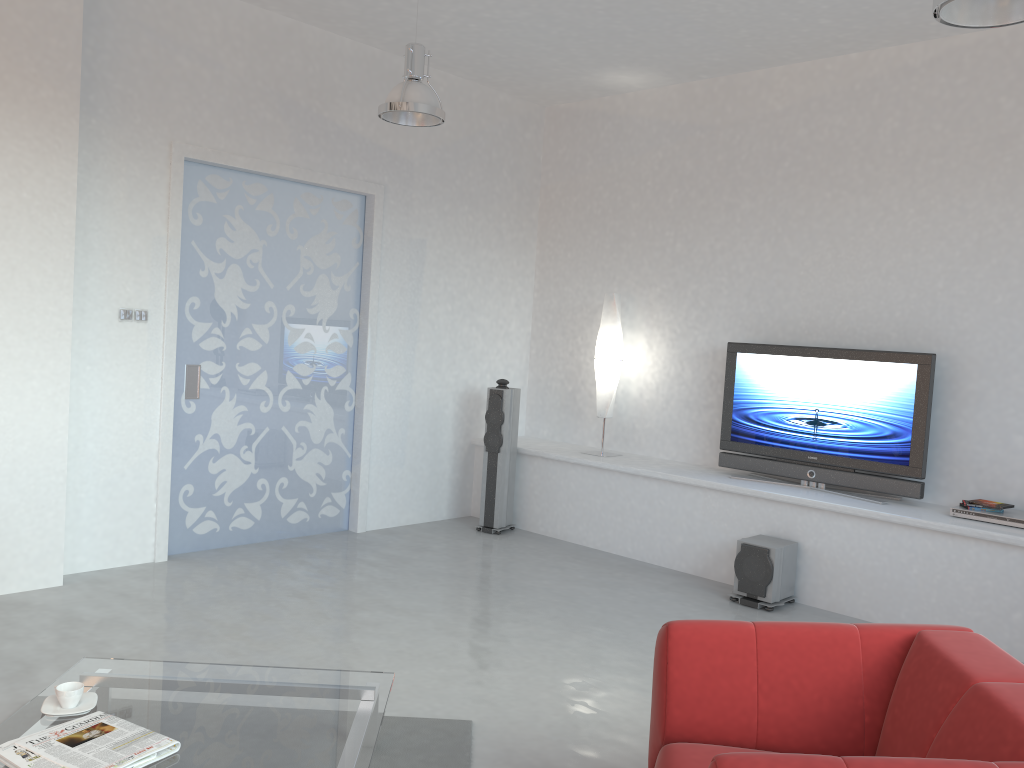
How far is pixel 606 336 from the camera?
6.71m

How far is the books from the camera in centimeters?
235cm

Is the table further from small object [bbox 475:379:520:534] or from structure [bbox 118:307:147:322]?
small object [bbox 475:379:520:534]

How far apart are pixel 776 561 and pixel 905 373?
1.4 meters

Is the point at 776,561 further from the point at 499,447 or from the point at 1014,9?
the point at 1014,9

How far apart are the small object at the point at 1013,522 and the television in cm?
28

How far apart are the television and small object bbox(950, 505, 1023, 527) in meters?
0.3 m

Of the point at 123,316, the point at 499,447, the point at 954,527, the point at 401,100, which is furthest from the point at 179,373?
the point at 954,527

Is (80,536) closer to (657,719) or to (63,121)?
(63,121)

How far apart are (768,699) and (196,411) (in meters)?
4.20
